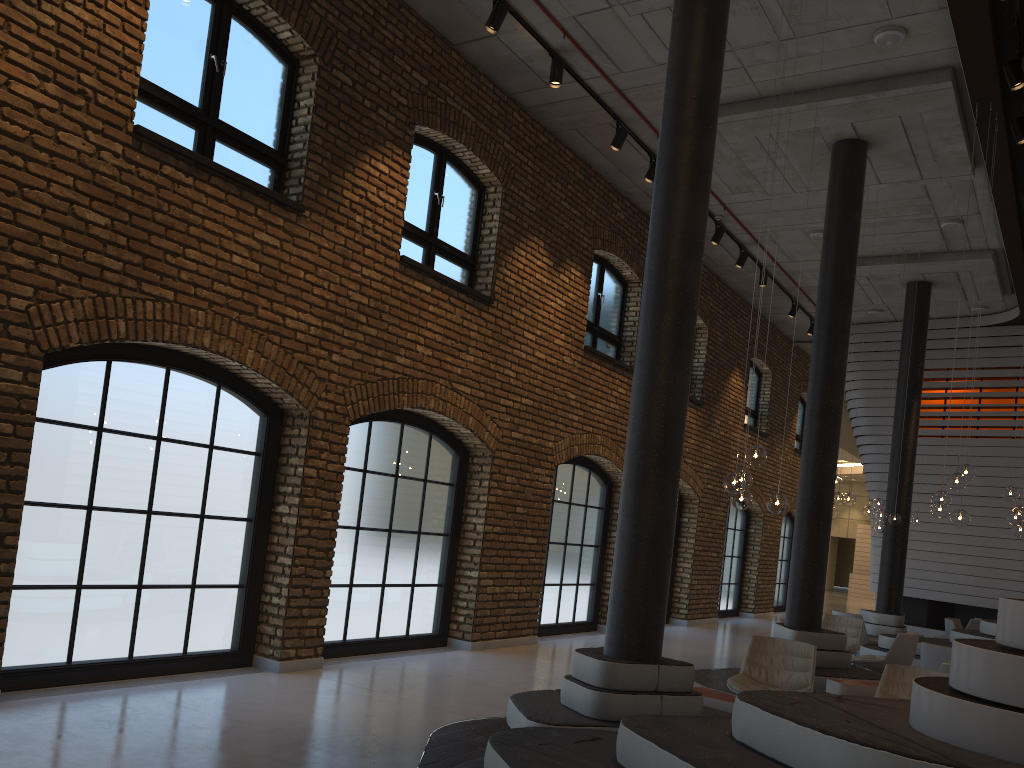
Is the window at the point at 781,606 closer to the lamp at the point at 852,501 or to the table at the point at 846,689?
the lamp at the point at 852,501

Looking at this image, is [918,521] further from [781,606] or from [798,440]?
[781,606]

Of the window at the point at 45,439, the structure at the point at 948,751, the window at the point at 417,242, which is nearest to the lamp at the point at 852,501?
the structure at the point at 948,751

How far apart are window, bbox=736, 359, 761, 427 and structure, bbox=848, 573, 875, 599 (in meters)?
18.41

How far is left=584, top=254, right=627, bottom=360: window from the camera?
12.5 meters

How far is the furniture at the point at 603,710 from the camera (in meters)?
5.24

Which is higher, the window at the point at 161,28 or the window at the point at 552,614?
the window at the point at 161,28

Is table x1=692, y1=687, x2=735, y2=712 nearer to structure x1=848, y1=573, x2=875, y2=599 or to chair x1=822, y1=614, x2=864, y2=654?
chair x1=822, y1=614, x2=864, y2=654

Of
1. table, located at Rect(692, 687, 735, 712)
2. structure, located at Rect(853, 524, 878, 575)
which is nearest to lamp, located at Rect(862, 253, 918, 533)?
table, located at Rect(692, 687, 735, 712)

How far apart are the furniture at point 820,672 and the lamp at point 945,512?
1.7m
